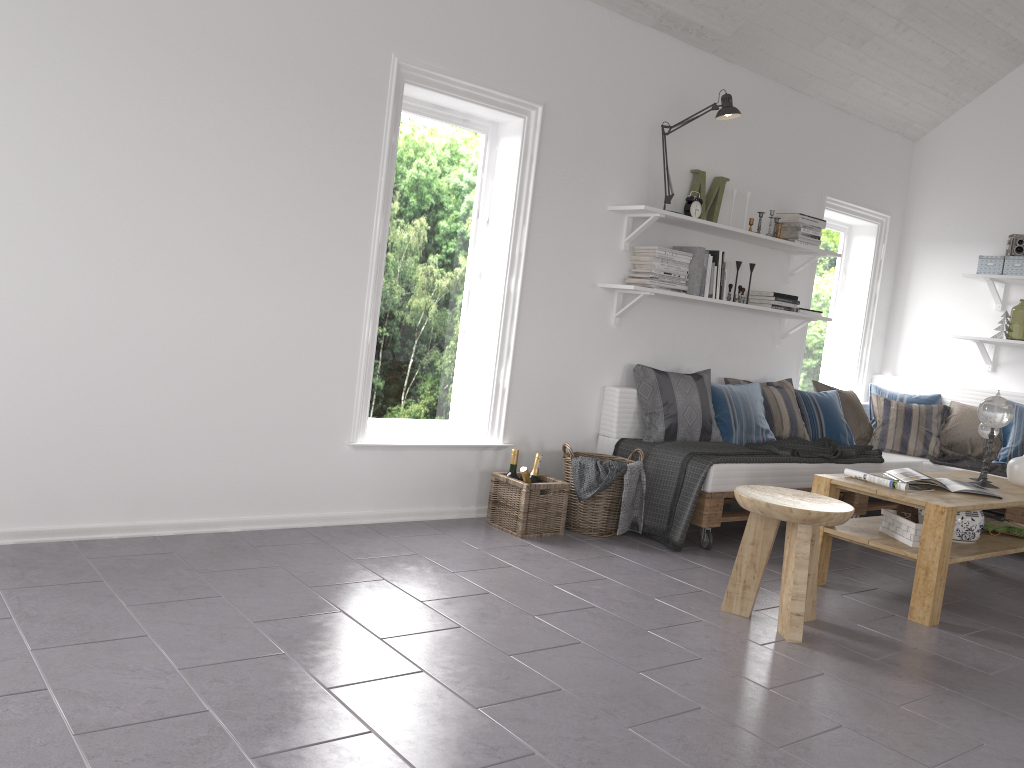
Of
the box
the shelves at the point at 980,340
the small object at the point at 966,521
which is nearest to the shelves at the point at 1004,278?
the box

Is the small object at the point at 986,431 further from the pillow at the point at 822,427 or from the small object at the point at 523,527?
the small object at the point at 523,527

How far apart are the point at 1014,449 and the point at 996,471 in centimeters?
25cm

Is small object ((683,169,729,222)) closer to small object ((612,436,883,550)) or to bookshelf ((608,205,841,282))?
bookshelf ((608,205,841,282))

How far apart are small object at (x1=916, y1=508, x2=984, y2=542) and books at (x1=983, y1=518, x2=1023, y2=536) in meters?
0.3

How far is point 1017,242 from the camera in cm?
577

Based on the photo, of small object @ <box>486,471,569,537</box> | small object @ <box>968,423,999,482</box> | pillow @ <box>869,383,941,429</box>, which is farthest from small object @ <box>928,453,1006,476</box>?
small object @ <box>486,471,569,537</box>

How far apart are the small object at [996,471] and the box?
1.26m

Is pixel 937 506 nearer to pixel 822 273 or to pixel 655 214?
pixel 655 214

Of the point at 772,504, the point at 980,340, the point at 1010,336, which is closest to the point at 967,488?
the point at 772,504
